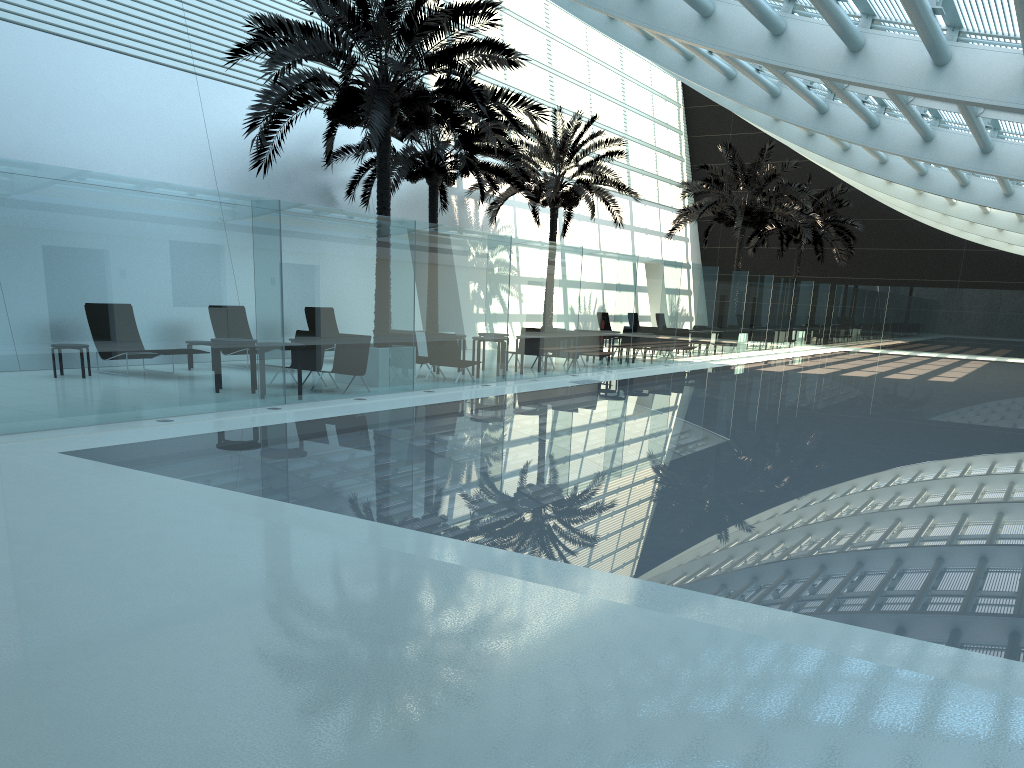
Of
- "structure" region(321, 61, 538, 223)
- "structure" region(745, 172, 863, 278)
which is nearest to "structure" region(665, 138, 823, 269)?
"structure" region(745, 172, 863, 278)

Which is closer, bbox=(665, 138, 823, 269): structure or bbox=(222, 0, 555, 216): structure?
bbox=(222, 0, 555, 216): structure

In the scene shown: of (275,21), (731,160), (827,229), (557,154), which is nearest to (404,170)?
(557,154)

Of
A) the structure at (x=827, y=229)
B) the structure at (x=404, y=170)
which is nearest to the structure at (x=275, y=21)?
the structure at (x=404, y=170)

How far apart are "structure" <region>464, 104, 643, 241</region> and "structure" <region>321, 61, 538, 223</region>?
1.1 meters

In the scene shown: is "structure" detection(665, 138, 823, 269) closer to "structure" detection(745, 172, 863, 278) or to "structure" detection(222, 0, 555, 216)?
"structure" detection(745, 172, 863, 278)

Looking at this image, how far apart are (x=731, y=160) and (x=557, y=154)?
7.9 meters

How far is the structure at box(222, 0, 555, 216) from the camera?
13.5m

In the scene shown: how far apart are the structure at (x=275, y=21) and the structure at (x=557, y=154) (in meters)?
7.56

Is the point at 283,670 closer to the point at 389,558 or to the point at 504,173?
the point at 389,558
